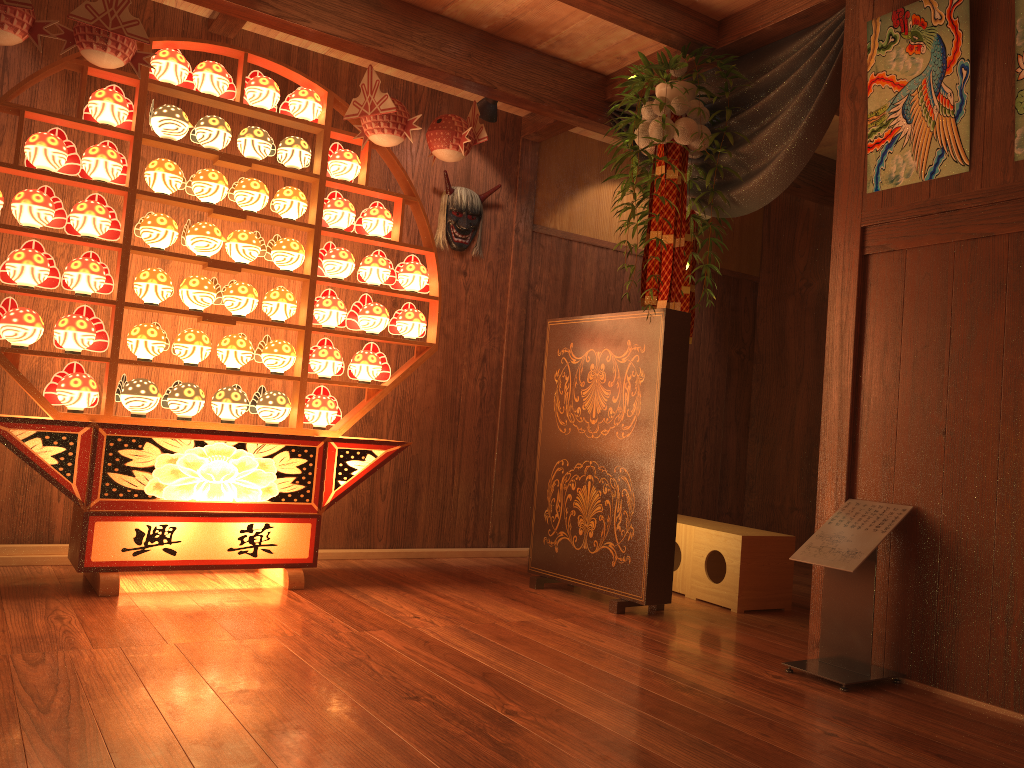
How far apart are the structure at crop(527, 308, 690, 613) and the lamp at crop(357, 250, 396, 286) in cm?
77

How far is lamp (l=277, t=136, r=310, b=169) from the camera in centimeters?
382cm

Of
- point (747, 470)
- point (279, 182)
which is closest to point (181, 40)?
point (279, 182)

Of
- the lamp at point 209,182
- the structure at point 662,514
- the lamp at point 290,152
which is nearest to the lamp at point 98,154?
the lamp at point 209,182

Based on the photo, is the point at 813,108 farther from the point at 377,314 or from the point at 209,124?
the point at 209,124

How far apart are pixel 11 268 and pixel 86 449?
0.7 meters

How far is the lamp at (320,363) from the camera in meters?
3.9

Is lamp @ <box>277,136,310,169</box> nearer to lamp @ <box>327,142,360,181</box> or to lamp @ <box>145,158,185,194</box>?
lamp @ <box>327,142,360,181</box>

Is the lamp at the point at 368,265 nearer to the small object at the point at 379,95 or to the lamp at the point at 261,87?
the small object at the point at 379,95

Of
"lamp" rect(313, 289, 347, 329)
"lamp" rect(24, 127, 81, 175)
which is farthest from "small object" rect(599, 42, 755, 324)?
"lamp" rect(24, 127, 81, 175)
